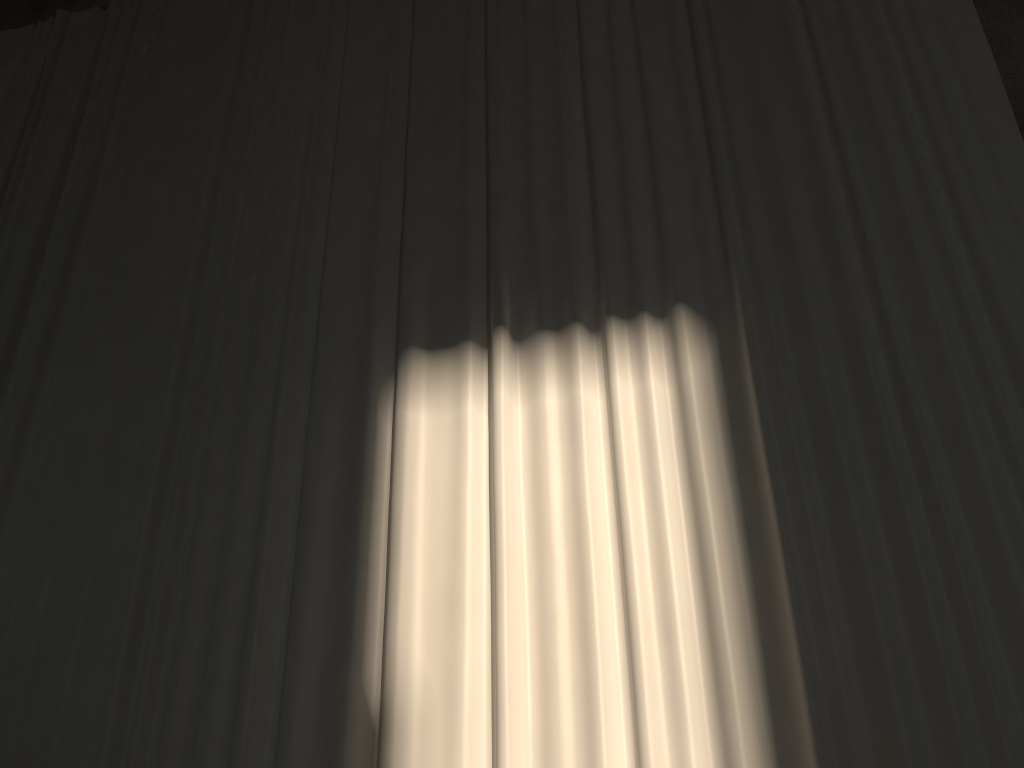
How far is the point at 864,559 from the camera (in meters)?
3.96

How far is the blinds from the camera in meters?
4.0

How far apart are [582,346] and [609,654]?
1.7 meters

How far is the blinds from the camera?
4.0m
